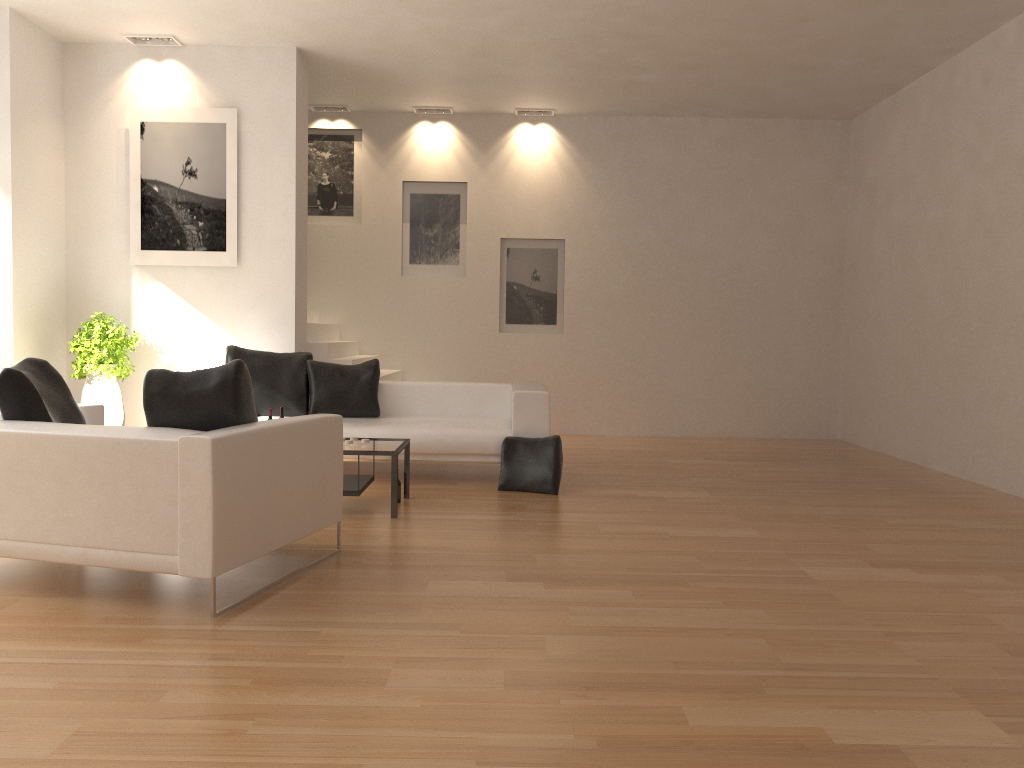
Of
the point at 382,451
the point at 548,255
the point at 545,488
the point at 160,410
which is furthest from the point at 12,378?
the point at 548,255

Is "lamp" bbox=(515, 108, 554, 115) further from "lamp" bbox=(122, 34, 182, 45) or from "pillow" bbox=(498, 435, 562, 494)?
"pillow" bbox=(498, 435, 562, 494)

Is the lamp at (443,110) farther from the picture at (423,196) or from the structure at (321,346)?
the structure at (321,346)

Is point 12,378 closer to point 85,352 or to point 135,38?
point 85,352

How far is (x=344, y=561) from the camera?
4.56m

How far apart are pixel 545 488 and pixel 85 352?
4.2m

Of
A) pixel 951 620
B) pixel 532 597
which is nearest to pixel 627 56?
pixel 532 597

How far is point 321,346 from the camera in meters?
8.7

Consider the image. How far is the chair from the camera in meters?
3.6

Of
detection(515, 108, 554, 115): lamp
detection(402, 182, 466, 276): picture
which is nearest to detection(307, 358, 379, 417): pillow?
detection(402, 182, 466, 276): picture
